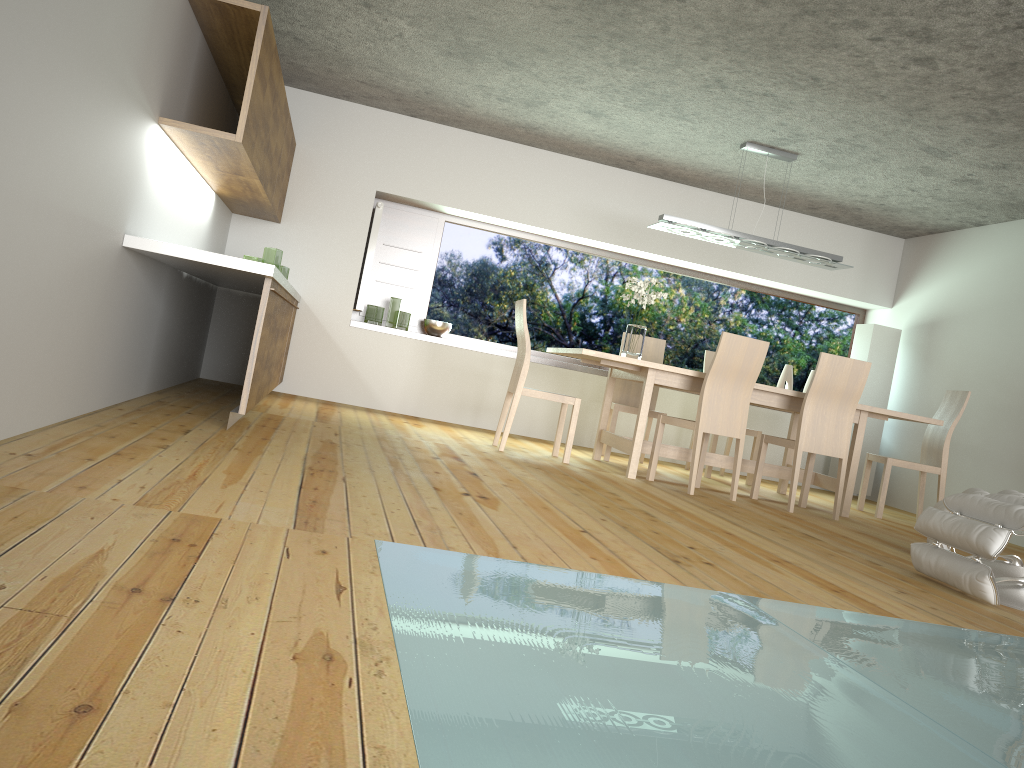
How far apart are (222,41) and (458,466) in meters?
2.6

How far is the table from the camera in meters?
5.7

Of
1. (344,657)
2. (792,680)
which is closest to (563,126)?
(792,680)

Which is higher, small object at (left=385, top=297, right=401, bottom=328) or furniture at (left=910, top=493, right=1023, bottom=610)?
small object at (left=385, top=297, right=401, bottom=328)

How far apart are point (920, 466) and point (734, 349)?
1.98m

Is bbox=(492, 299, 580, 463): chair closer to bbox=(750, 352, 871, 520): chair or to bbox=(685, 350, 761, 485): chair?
bbox=(750, 352, 871, 520): chair

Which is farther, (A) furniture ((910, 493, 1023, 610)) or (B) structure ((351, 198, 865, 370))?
(B) structure ((351, 198, 865, 370))

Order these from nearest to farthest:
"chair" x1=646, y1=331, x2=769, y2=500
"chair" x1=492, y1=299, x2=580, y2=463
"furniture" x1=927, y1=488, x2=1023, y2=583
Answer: "furniture" x1=927, y1=488, x2=1023, y2=583
"chair" x1=646, y1=331, x2=769, y2=500
"chair" x1=492, y1=299, x2=580, y2=463

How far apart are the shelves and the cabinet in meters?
0.6

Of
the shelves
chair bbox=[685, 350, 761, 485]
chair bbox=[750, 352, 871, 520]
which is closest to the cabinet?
the shelves
